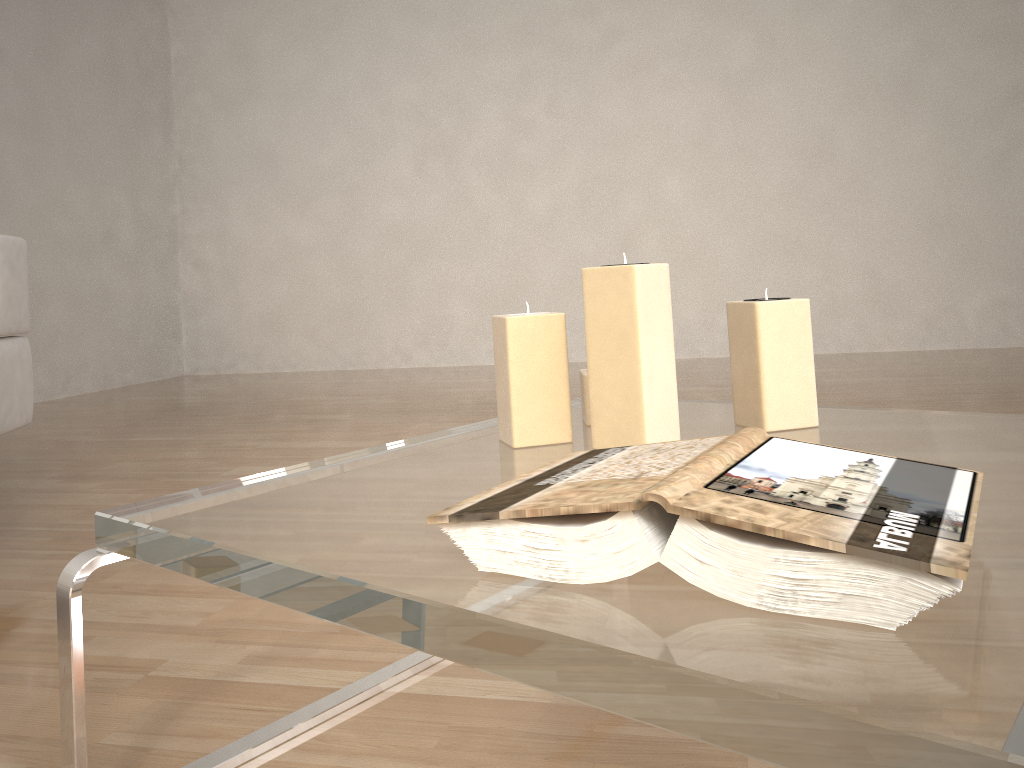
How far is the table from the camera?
0.4 meters

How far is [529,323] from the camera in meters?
0.9 m

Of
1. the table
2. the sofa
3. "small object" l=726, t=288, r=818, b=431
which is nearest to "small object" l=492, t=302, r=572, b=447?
the table

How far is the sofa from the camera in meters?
1.7

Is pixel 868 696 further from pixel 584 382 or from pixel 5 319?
pixel 5 319

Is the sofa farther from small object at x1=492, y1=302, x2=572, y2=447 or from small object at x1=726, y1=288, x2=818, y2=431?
small object at x1=726, y1=288, x2=818, y2=431

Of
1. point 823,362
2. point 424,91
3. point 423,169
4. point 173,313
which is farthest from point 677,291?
point 173,313

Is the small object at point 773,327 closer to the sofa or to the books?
the books

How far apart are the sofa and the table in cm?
110

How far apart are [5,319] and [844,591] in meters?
1.7
